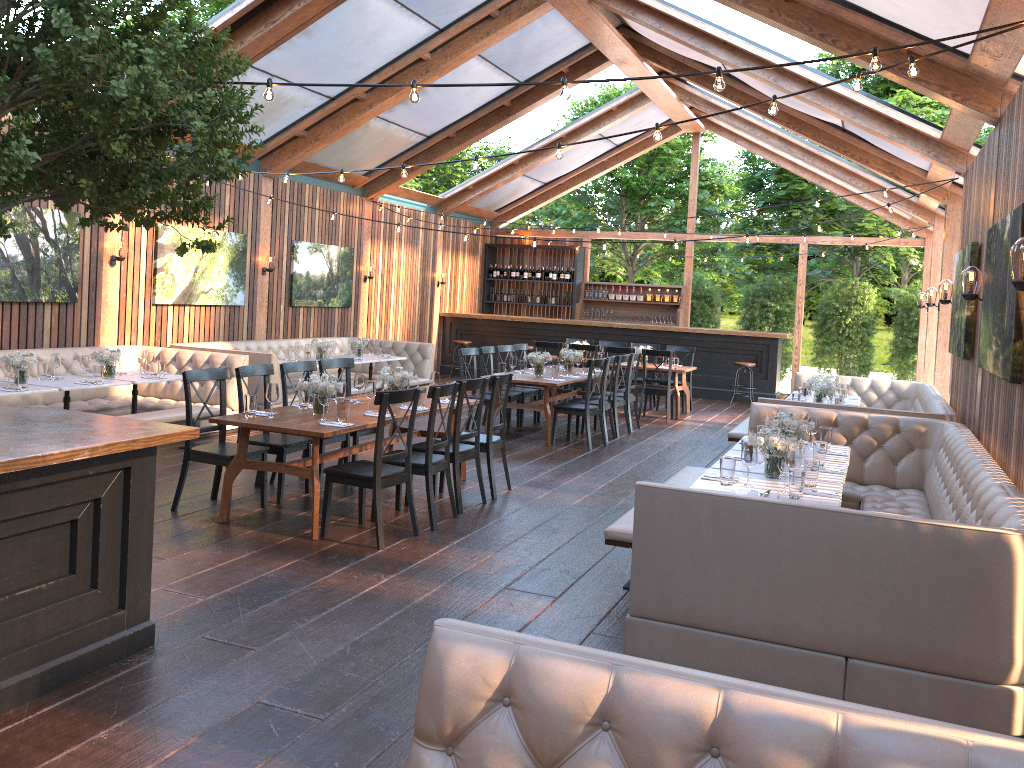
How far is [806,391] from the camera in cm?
921

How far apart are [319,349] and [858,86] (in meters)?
8.26

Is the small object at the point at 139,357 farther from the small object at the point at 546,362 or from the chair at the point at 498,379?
the small object at the point at 546,362

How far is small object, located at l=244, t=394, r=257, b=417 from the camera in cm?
621

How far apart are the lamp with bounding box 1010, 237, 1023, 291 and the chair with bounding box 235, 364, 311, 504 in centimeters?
496cm

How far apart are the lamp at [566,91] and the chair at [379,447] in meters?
2.3 m

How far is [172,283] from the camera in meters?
11.0

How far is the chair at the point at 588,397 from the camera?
10.0 meters

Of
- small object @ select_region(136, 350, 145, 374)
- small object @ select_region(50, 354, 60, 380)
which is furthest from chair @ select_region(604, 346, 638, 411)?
small object @ select_region(50, 354, 60, 380)

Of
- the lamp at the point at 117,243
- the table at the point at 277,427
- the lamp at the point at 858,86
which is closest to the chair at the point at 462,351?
the table at the point at 277,427
